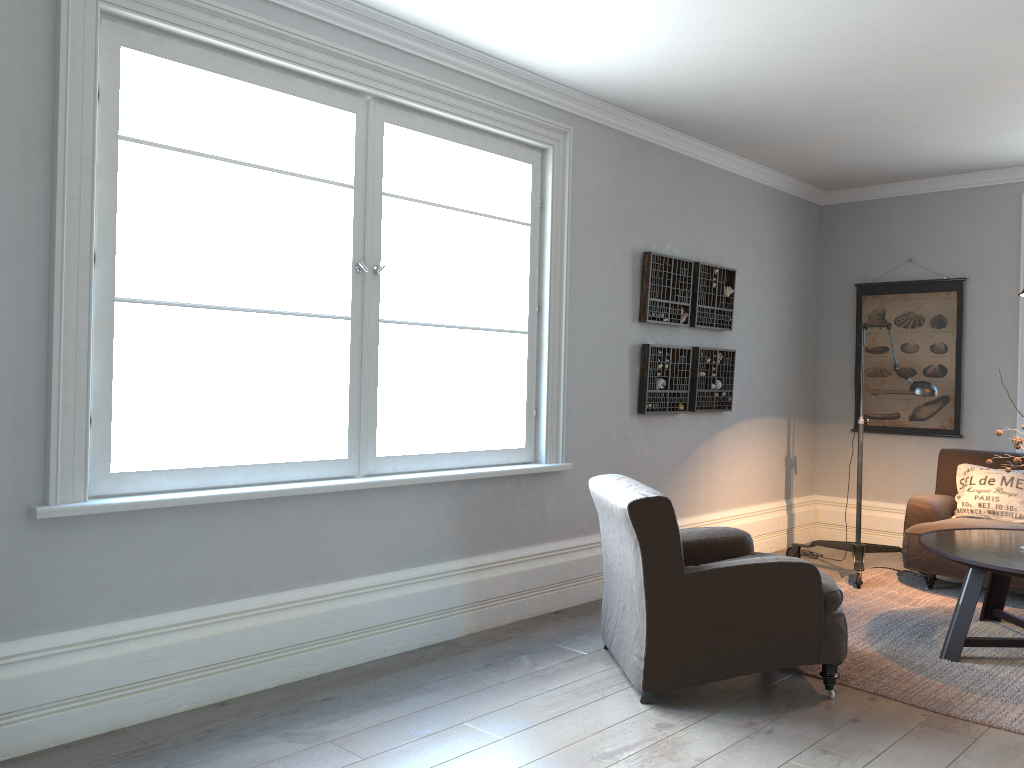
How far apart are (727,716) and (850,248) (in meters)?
4.65

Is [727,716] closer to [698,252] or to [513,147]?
[513,147]

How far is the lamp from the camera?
5.0 meters

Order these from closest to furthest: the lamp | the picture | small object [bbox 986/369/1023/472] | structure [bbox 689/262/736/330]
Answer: small object [bbox 986/369/1023/472], the lamp, structure [bbox 689/262/736/330], the picture

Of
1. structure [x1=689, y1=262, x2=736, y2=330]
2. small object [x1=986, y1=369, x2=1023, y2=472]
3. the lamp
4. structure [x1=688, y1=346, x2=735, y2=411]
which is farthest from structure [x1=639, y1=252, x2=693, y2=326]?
small object [x1=986, y1=369, x2=1023, y2=472]

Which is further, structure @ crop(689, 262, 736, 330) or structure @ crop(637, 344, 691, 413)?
structure @ crop(689, 262, 736, 330)

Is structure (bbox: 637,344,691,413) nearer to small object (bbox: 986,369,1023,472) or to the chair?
the chair

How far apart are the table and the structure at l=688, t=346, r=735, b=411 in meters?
1.6

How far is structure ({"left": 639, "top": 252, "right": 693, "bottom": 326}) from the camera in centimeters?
521cm

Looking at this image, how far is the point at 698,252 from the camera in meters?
5.7
